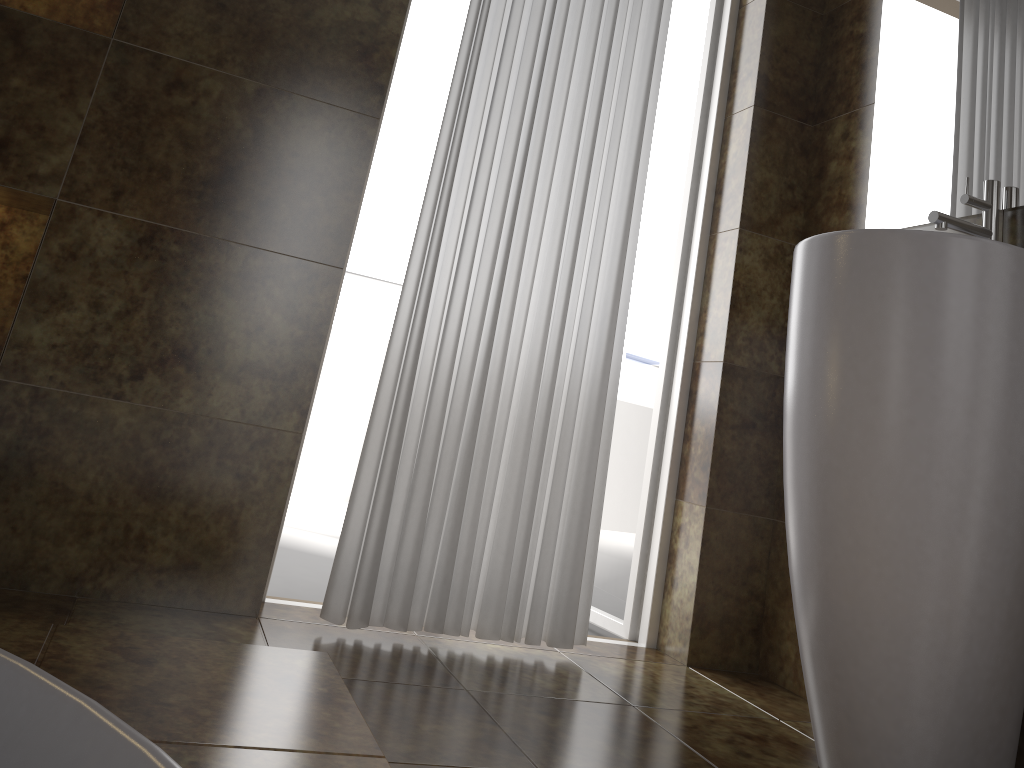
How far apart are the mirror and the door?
0.5m

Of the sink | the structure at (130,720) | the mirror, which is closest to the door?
the mirror

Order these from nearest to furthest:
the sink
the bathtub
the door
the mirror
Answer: the bathtub, the sink, the mirror, the door

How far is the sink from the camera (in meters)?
1.43

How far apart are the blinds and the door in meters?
0.3 m

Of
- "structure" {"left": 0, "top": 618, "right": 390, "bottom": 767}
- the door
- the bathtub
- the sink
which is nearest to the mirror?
the sink

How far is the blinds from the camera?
1.90m

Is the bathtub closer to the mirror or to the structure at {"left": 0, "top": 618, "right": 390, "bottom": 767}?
the structure at {"left": 0, "top": 618, "right": 390, "bottom": 767}

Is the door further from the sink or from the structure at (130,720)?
the structure at (130,720)

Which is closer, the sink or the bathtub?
the bathtub
